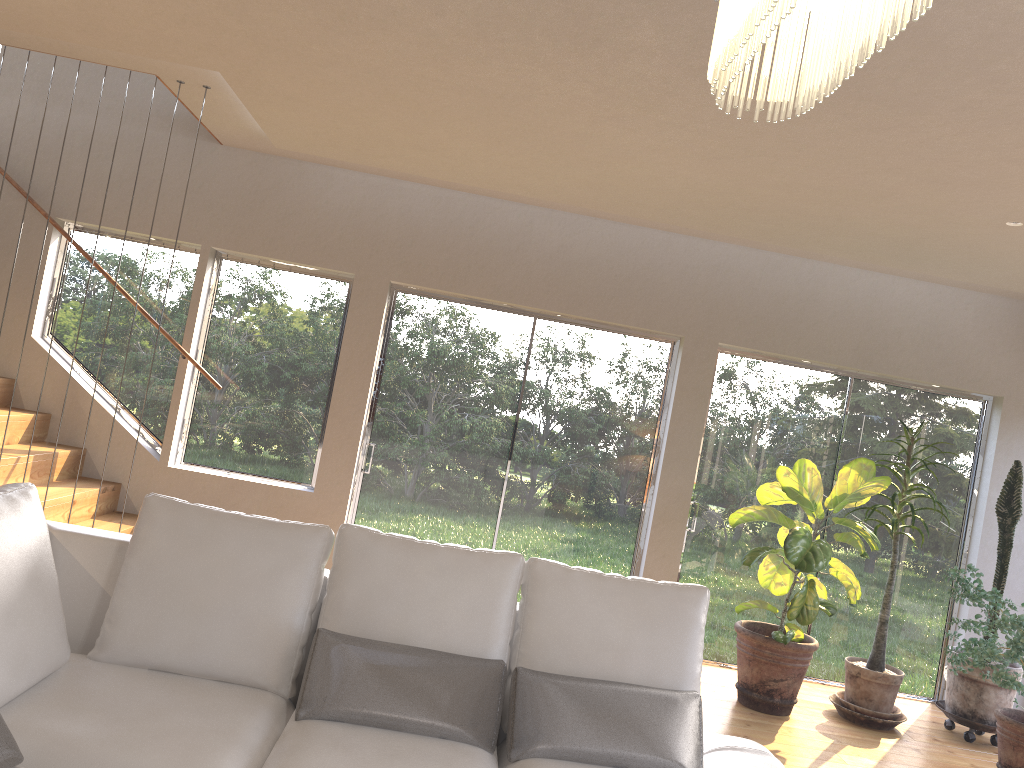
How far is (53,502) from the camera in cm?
475

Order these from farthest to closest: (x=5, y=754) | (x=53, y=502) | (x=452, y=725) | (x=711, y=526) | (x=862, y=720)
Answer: (x=711, y=526) → (x=862, y=720) → (x=53, y=502) → (x=452, y=725) → (x=5, y=754)

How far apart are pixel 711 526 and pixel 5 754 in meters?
4.8

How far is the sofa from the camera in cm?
231

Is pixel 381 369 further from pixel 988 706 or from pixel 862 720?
pixel 988 706

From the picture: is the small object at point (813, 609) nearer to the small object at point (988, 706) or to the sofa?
the small object at point (988, 706)

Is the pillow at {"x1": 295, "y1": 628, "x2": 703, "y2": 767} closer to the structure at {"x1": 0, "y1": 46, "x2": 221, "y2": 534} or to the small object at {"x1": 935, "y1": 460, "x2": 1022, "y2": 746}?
the structure at {"x1": 0, "y1": 46, "x2": 221, "y2": 534}

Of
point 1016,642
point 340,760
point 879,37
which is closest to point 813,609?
point 1016,642

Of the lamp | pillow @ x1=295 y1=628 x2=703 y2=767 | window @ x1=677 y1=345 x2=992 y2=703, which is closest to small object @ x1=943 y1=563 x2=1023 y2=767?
window @ x1=677 y1=345 x2=992 y2=703

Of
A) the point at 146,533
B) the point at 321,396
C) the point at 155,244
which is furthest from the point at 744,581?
the point at 155,244
